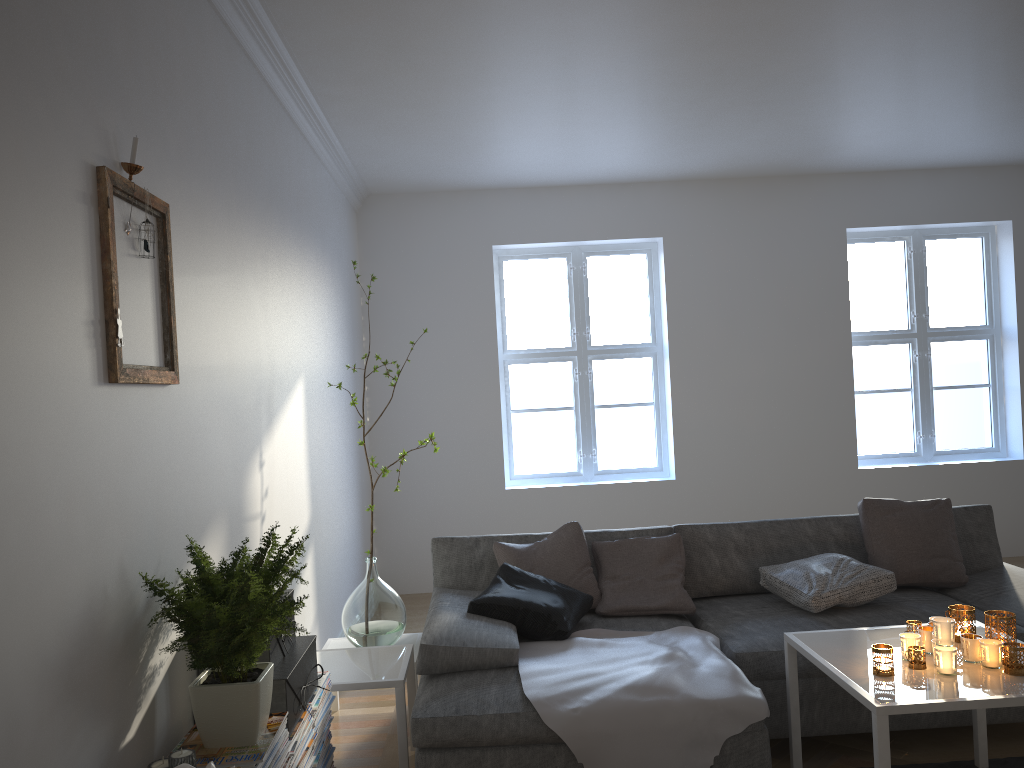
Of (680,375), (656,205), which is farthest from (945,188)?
(680,375)

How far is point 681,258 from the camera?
6.3 meters

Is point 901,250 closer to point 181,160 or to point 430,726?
point 430,726

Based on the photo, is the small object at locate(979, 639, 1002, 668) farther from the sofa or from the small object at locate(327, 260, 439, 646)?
the small object at locate(327, 260, 439, 646)

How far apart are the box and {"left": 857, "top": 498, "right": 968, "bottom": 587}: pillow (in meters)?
Answer: 2.43

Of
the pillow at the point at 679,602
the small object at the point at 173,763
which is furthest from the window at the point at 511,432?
the small object at the point at 173,763

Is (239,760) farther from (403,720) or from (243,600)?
(403,720)

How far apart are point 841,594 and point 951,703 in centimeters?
112cm

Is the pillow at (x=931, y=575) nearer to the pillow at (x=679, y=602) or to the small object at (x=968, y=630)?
the pillow at (x=679, y=602)

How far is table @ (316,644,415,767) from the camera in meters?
3.0 m
